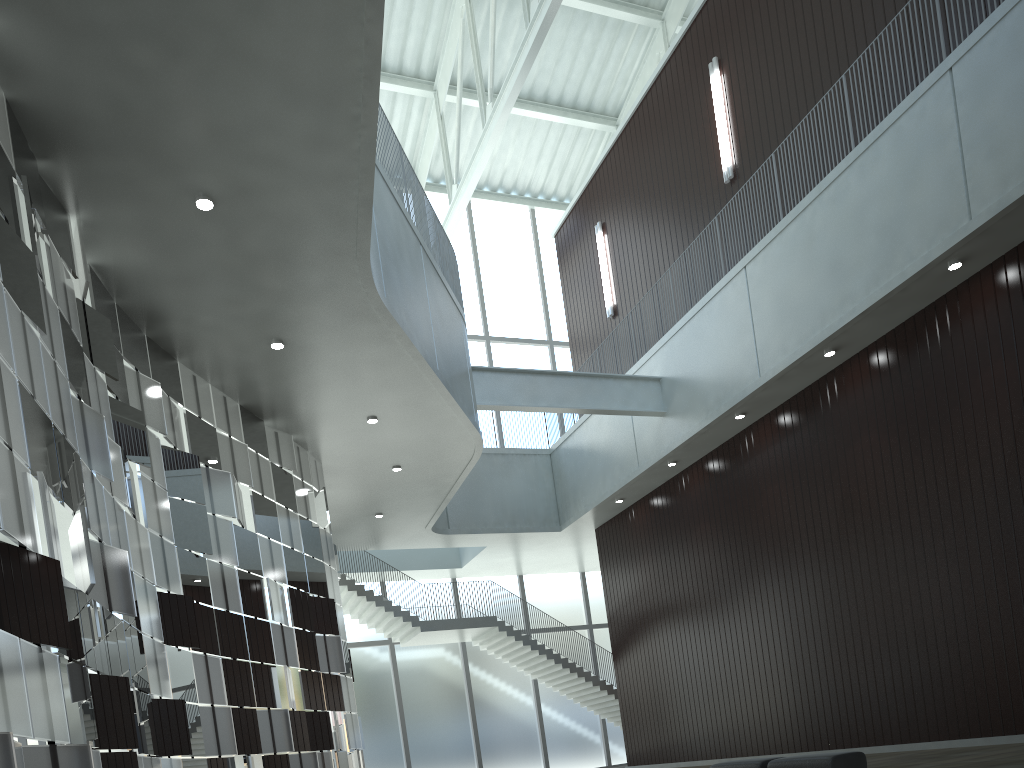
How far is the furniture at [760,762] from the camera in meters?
35.1 m

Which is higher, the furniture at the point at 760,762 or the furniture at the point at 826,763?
the furniture at the point at 760,762

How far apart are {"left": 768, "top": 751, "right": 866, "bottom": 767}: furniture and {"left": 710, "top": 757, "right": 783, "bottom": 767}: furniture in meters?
0.9 m

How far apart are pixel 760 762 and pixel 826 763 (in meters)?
4.27

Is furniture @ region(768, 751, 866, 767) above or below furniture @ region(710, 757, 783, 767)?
below

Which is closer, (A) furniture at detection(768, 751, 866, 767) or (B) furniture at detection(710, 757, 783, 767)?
(A) furniture at detection(768, 751, 866, 767)

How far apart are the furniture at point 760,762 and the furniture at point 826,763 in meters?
0.9

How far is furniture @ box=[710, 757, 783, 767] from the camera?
35.07m

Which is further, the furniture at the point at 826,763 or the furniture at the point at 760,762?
the furniture at the point at 760,762

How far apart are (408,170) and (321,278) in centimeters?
1526cm
